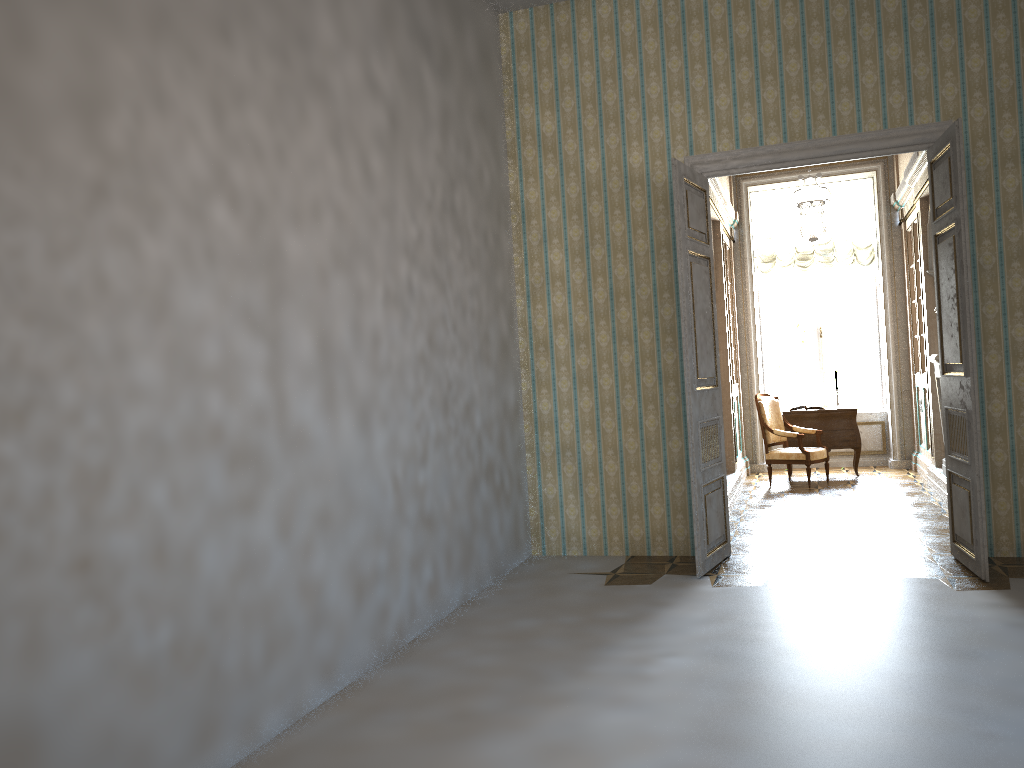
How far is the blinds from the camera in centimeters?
1091cm

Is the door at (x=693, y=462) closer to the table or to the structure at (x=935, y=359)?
the structure at (x=935, y=359)

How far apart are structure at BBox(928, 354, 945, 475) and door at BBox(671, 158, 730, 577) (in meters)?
2.93

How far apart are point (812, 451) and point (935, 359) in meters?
1.8

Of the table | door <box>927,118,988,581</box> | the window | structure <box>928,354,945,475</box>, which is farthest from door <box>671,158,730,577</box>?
the window

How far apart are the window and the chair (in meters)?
1.66

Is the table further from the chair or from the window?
the window

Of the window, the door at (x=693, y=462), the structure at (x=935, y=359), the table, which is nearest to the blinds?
the window

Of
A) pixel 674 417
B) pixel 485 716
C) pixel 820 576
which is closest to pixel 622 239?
pixel 674 417

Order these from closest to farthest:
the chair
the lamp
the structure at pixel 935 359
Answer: the lamp < the structure at pixel 935 359 < the chair
